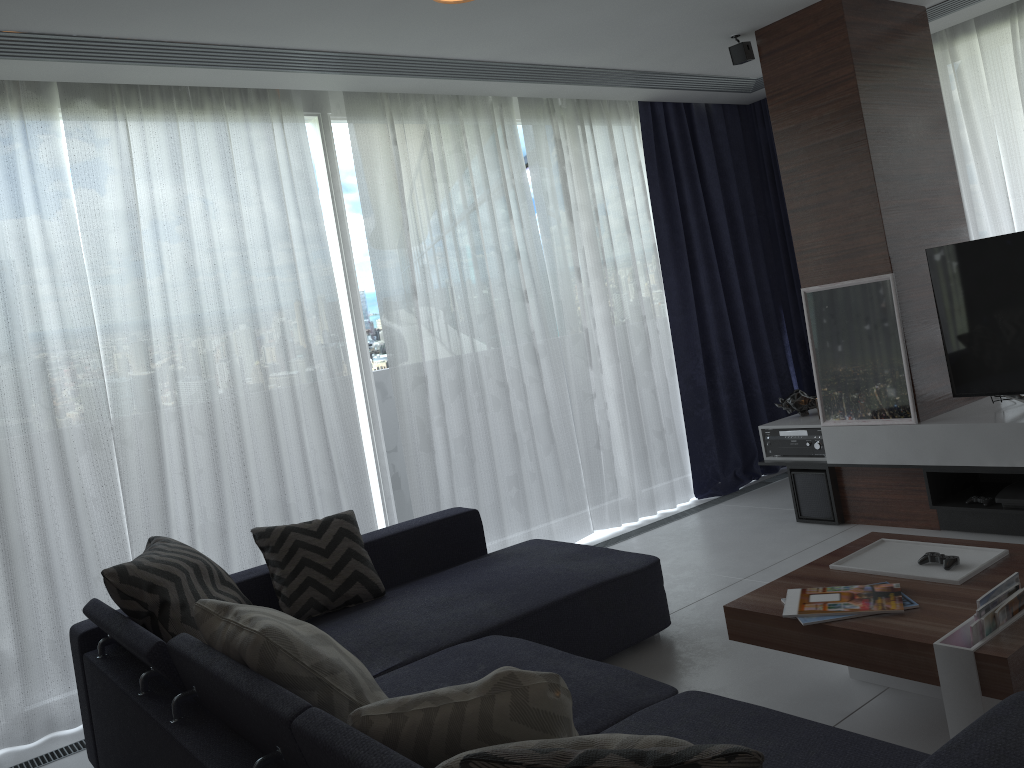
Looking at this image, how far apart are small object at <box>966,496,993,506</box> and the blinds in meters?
1.8

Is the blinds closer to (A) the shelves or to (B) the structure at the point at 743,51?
(A) the shelves

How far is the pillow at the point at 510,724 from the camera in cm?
155

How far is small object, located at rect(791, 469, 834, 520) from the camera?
4.5 meters

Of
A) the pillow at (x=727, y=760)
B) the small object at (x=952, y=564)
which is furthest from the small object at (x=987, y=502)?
the pillow at (x=727, y=760)

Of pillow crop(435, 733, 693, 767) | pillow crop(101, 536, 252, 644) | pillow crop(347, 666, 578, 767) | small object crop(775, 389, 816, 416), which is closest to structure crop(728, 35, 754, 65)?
small object crop(775, 389, 816, 416)

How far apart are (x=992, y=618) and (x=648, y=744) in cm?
127

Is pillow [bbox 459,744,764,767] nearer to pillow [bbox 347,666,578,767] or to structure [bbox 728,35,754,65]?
pillow [bbox 347,666,578,767]

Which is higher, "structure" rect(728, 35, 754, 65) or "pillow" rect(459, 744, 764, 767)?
"structure" rect(728, 35, 754, 65)

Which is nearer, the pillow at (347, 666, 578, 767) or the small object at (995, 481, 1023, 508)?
the pillow at (347, 666, 578, 767)
